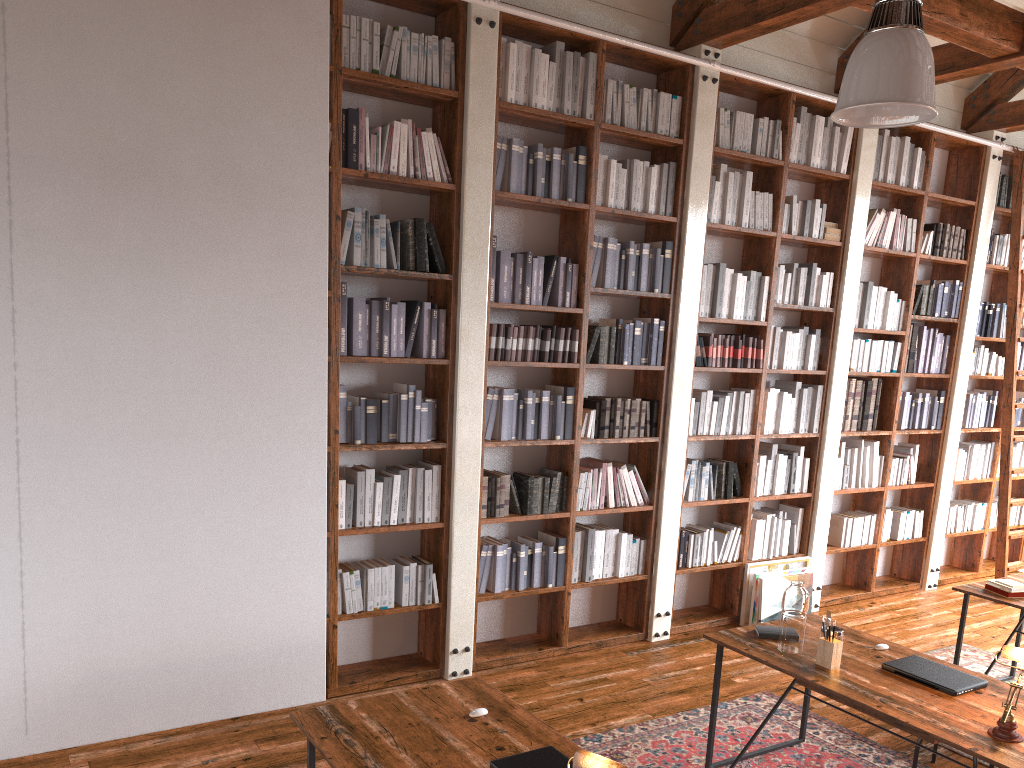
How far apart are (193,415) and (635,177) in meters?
2.9 m

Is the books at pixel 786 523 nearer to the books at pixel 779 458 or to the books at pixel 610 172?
the books at pixel 779 458

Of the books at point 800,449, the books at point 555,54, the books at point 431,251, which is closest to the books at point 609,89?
the books at point 555,54

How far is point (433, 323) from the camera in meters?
4.6 m

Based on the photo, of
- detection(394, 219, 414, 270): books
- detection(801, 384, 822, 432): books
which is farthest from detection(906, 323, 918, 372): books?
detection(394, 219, 414, 270): books

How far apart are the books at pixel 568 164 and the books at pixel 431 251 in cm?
91

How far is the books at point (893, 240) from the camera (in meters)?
6.49

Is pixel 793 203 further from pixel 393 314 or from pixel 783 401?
pixel 393 314

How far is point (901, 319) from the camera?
6.6 meters

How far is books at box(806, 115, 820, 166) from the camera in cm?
590
